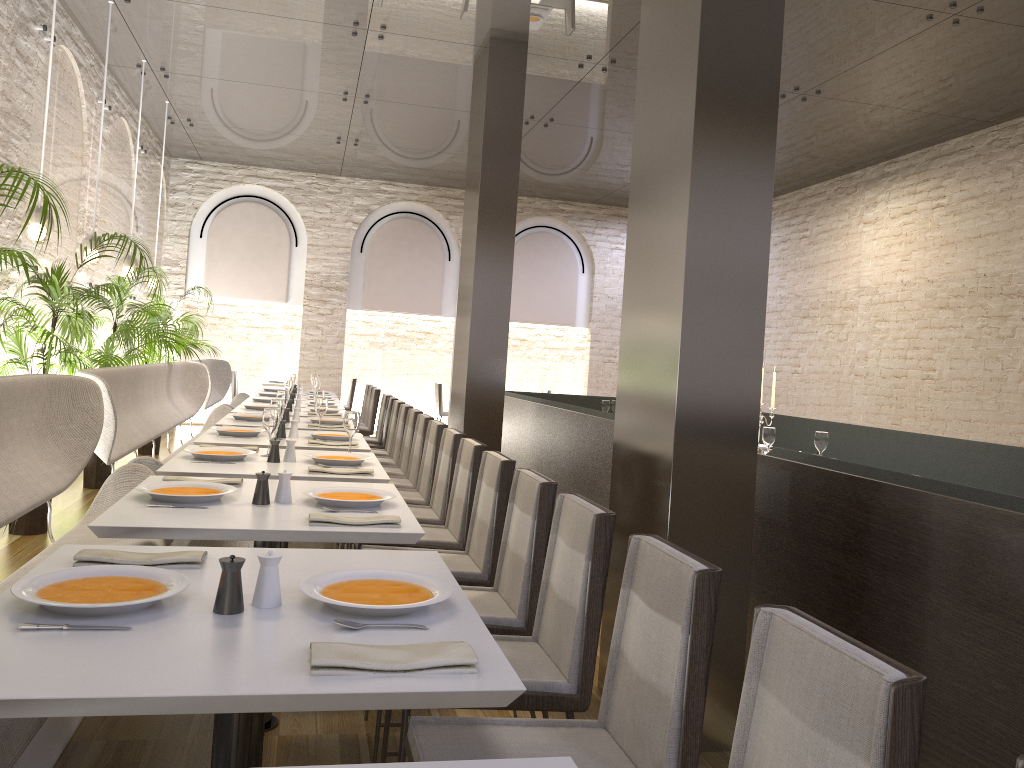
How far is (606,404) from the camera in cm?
867

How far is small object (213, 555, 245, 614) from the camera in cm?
173

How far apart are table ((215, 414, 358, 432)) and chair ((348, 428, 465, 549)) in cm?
157

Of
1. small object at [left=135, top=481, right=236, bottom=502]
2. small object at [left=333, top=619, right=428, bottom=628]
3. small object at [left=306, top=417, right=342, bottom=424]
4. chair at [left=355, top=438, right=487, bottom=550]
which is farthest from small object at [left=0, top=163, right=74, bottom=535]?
small object at [left=333, top=619, right=428, bottom=628]

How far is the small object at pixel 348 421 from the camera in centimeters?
443cm

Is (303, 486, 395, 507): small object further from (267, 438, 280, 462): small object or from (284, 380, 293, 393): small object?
(284, 380, 293, 393): small object

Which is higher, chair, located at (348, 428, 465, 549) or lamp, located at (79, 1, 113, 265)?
lamp, located at (79, 1, 113, 265)

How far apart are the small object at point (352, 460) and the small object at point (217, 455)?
0.3m

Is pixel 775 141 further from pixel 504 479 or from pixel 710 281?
pixel 504 479

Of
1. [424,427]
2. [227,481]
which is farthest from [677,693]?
[424,427]
